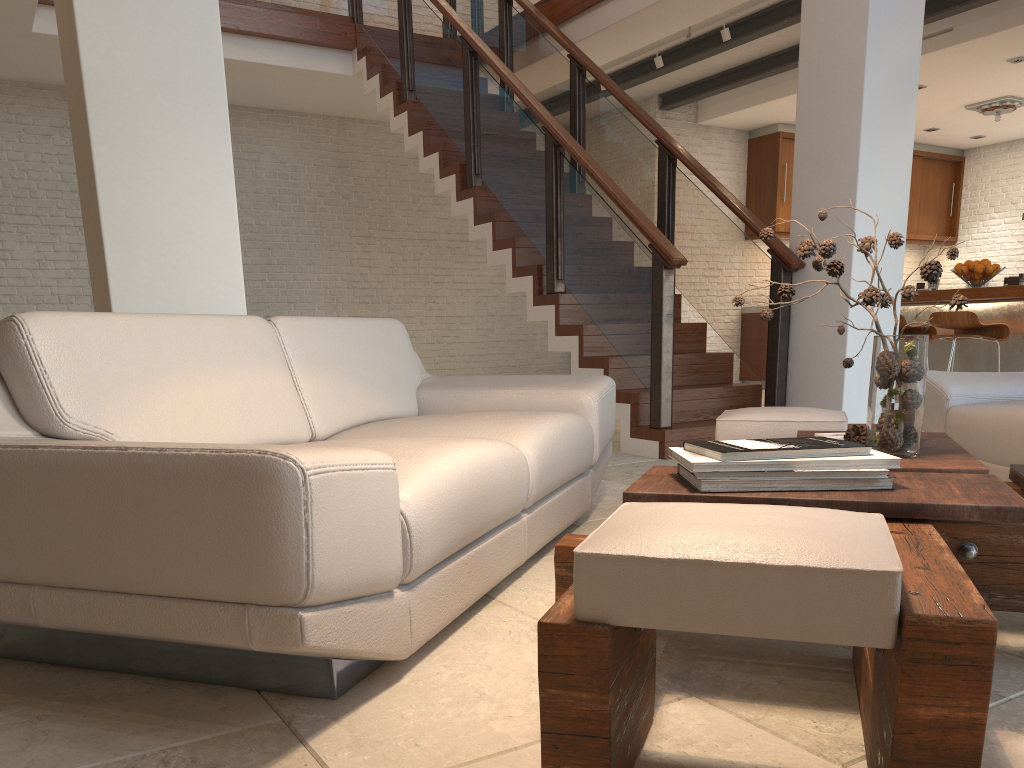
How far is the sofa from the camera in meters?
1.4

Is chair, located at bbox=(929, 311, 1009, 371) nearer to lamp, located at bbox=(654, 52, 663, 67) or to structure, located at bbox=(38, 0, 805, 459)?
structure, located at bbox=(38, 0, 805, 459)

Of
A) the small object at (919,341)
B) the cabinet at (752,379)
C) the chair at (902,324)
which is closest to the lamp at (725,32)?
the chair at (902,324)

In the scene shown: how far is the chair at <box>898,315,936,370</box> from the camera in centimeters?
642cm

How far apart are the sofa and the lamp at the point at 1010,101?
7.7m

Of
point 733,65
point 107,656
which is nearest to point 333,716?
point 107,656

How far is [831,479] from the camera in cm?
163

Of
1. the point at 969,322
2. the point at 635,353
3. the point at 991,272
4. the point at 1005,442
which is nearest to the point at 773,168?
the point at 991,272

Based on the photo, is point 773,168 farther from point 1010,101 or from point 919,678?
point 919,678

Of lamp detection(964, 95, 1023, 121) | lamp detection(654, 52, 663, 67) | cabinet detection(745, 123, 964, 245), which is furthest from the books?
lamp detection(964, 95, 1023, 121)
